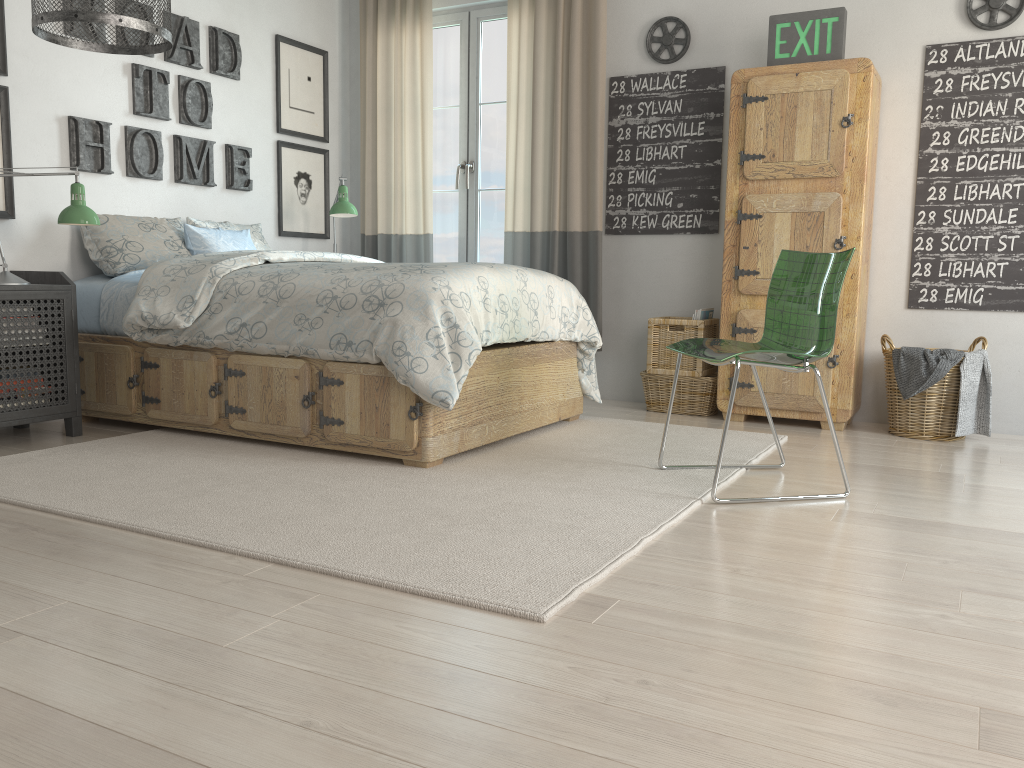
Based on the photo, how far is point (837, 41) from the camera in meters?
3.8

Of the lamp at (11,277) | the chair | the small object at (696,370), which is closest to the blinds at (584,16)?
the small object at (696,370)

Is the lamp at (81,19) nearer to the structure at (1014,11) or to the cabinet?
the cabinet

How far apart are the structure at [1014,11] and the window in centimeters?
231cm

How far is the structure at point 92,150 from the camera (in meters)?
3.86

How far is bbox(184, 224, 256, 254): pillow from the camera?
4.03m

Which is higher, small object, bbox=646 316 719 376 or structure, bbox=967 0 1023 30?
structure, bbox=967 0 1023 30

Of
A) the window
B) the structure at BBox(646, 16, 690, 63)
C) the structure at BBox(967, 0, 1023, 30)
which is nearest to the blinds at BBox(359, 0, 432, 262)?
the window

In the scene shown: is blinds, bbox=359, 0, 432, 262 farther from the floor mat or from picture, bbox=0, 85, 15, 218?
picture, bbox=0, 85, 15, 218

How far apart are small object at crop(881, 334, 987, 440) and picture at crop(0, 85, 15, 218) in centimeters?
364cm
